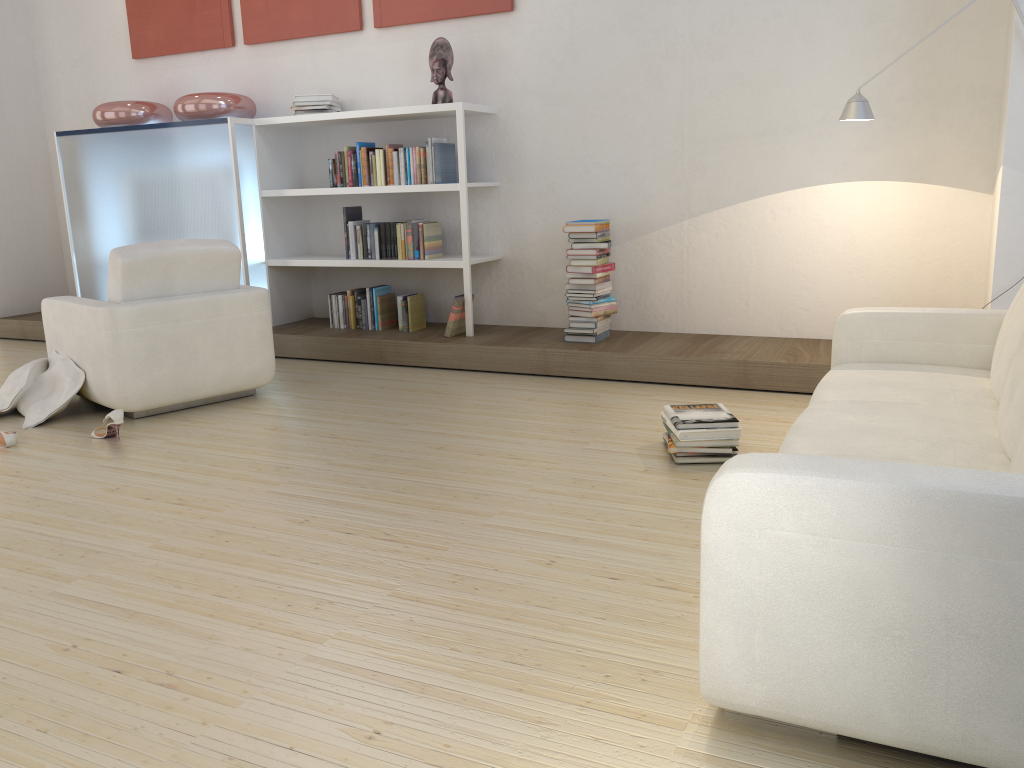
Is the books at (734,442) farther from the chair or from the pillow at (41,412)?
the pillow at (41,412)

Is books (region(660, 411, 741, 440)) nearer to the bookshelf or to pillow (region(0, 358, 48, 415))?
the bookshelf

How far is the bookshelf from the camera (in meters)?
5.43

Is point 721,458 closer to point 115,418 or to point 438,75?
point 115,418

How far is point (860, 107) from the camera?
4.0 meters

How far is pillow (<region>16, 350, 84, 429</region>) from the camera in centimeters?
439cm

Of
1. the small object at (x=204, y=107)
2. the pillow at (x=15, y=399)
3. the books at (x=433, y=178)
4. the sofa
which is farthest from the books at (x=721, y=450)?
the small object at (x=204, y=107)

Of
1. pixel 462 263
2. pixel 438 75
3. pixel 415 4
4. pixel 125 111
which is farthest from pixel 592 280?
pixel 125 111

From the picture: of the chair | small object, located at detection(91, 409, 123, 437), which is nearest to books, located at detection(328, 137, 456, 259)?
the chair

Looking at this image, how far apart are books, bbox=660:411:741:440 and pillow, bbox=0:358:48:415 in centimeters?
318cm
